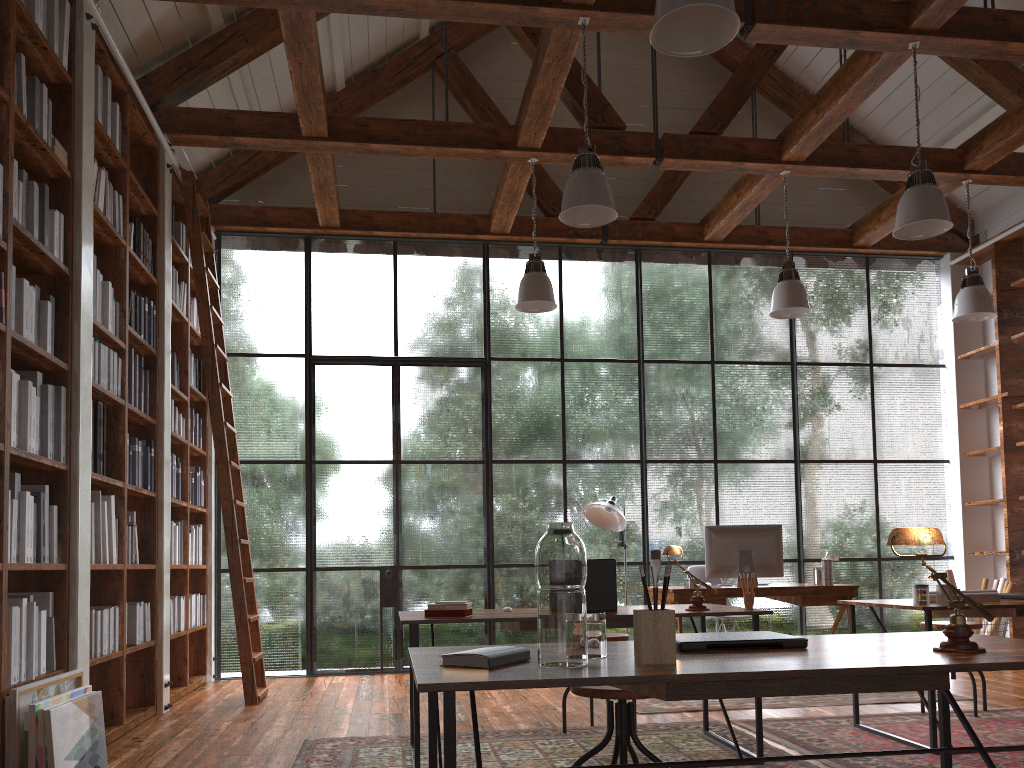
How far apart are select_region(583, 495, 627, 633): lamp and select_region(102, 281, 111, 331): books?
3.6m

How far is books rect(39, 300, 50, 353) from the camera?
3.8m

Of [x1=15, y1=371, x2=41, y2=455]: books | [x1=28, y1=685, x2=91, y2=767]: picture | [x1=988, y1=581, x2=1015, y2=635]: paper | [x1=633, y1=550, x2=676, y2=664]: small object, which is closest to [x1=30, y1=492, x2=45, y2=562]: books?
[x1=15, y1=371, x2=41, y2=455]: books

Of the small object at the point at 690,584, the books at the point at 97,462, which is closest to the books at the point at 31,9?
the books at the point at 97,462

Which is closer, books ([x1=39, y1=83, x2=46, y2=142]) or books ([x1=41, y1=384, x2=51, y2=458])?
books ([x1=41, y1=384, x2=51, y2=458])

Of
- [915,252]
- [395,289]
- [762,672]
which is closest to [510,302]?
[395,289]

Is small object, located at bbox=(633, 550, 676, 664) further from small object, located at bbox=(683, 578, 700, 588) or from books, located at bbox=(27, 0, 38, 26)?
small object, located at bbox=(683, 578, 700, 588)

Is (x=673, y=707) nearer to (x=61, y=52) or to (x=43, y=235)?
(x=43, y=235)

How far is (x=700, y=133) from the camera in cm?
631

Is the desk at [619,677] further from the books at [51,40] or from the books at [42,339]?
the books at [51,40]
